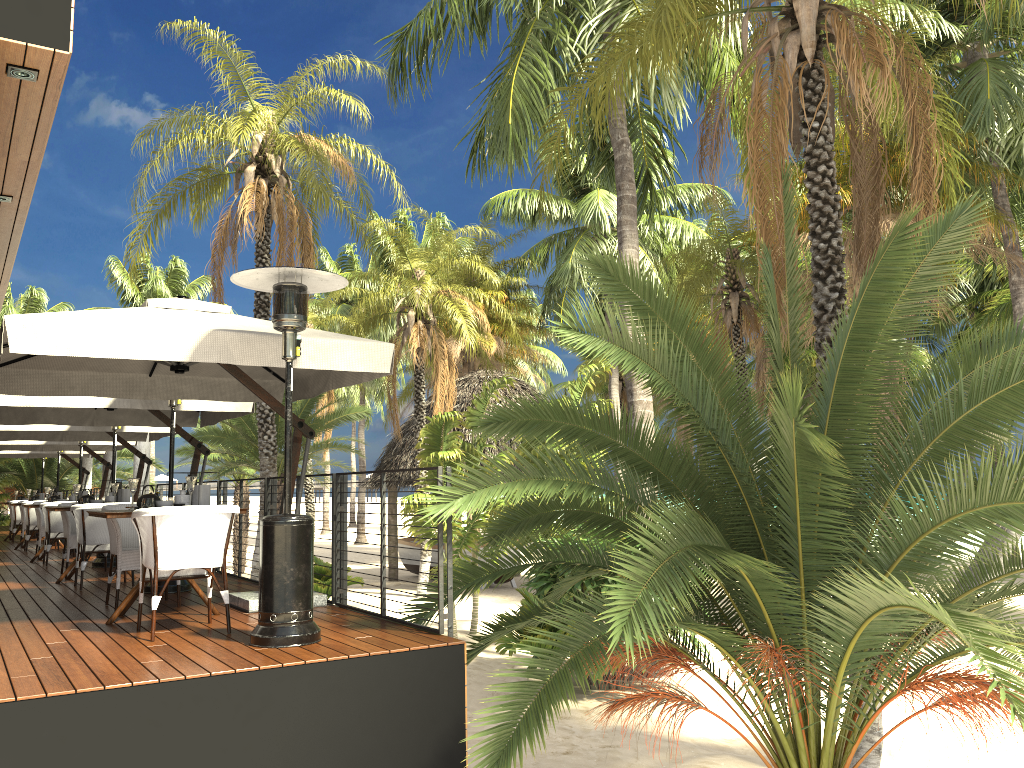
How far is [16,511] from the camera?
16.8m

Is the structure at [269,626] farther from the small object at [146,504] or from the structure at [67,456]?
the structure at [67,456]

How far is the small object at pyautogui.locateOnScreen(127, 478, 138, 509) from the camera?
6.4 meters

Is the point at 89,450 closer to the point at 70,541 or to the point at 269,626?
the point at 70,541

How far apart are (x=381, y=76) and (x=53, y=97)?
18.60m

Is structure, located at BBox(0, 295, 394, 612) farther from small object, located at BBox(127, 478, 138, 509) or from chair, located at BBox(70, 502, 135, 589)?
chair, located at BBox(70, 502, 135, 589)

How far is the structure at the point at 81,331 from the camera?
5.2 meters

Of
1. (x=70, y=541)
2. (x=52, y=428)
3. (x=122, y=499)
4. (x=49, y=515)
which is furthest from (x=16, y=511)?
(x=122, y=499)

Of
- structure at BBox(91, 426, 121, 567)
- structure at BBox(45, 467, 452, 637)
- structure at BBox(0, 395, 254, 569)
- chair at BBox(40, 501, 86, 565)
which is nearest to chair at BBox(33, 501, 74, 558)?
chair at BBox(40, 501, 86, 565)

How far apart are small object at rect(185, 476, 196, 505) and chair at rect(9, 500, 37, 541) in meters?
12.9
